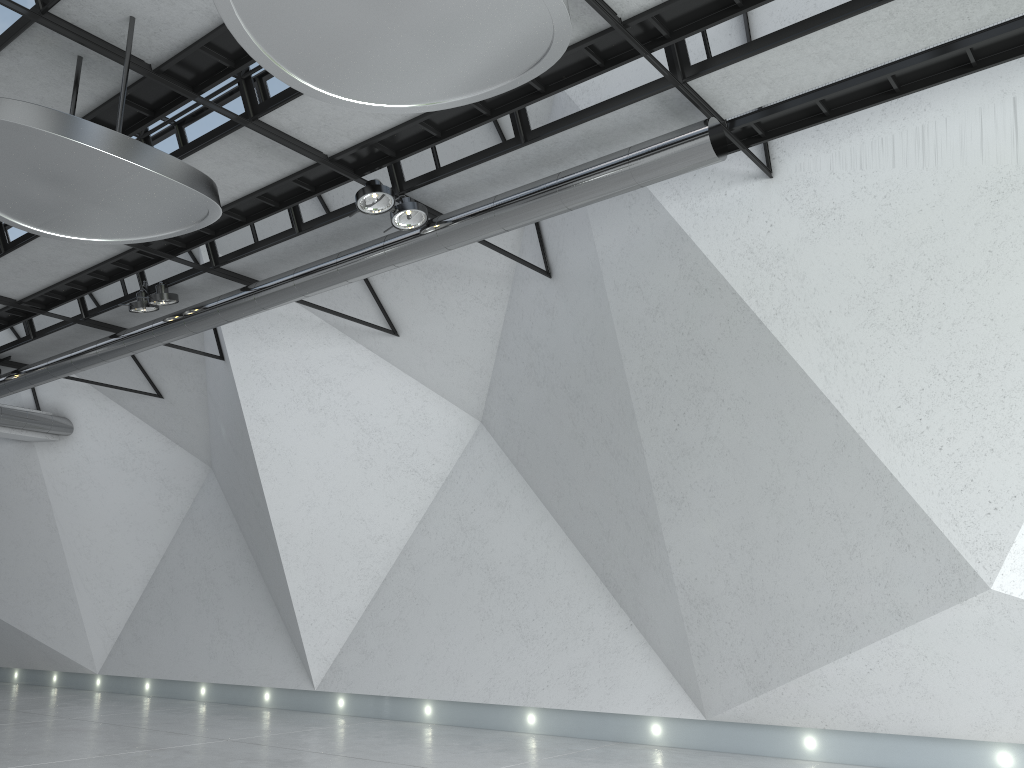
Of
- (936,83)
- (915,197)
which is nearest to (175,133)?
(936,83)
